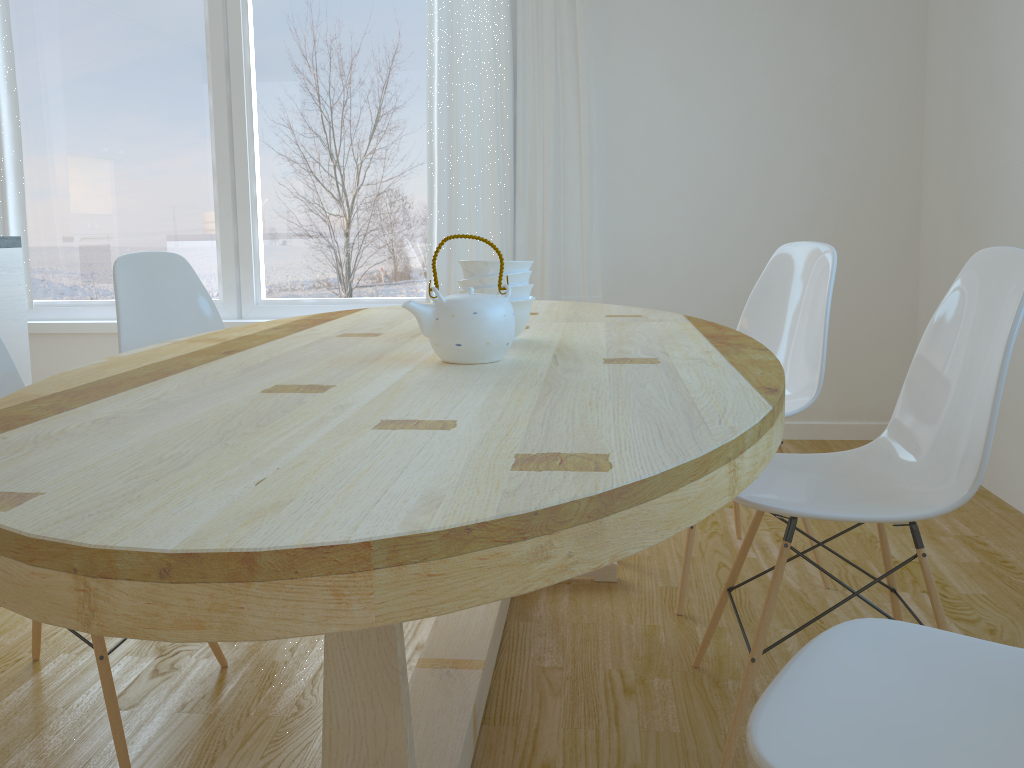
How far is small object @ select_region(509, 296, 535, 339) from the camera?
1.7m

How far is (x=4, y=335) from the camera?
3.01m

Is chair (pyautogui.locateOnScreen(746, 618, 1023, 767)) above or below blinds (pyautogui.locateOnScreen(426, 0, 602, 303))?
below

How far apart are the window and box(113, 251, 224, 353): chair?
1.5m

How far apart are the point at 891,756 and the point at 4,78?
4.5m

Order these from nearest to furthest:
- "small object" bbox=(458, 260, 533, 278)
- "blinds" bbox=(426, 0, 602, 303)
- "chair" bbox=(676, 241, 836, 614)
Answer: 1. "small object" bbox=(458, 260, 533, 278)
2. "chair" bbox=(676, 241, 836, 614)
3. "blinds" bbox=(426, 0, 602, 303)

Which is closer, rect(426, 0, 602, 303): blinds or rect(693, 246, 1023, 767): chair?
rect(693, 246, 1023, 767): chair

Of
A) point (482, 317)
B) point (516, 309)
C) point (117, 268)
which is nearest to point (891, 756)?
point (482, 317)

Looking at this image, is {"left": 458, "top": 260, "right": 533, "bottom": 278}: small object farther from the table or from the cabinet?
the cabinet

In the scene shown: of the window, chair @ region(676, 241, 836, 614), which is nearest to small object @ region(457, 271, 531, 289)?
chair @ region(676, 241, 836, 614)
